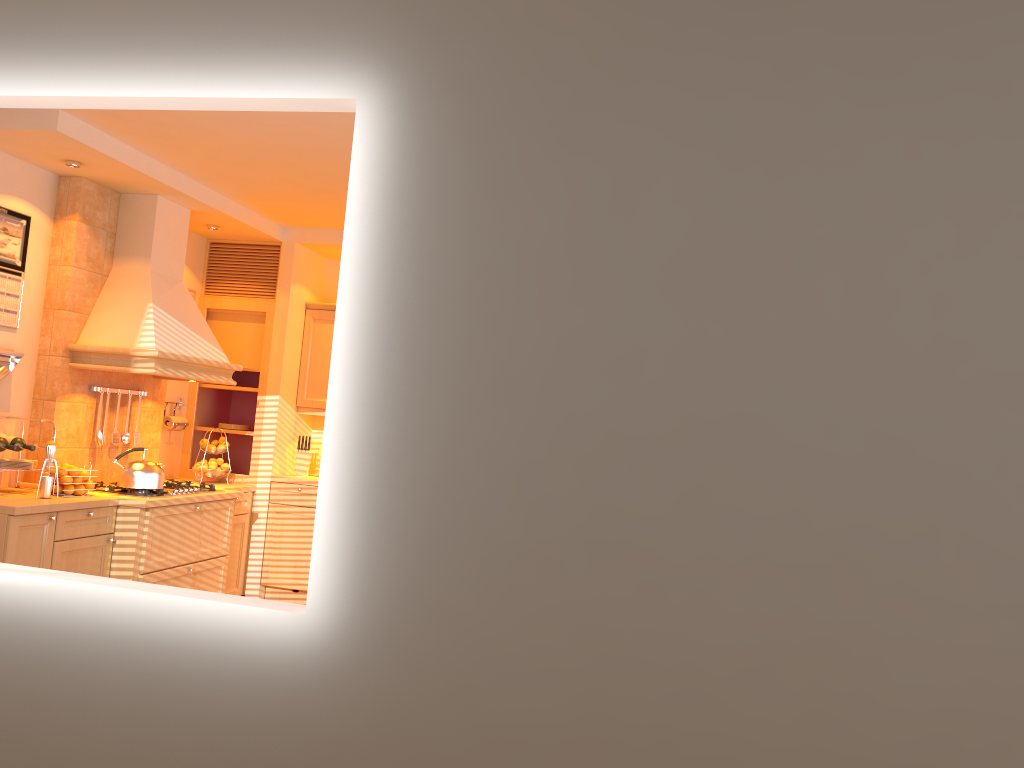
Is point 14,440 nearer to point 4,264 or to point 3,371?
point 3,371

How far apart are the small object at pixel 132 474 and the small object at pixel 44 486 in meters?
0.5

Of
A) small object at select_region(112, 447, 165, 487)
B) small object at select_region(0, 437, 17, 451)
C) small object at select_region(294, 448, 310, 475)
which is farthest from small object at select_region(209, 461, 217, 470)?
small object at select_region(0, 437, 17, 451)

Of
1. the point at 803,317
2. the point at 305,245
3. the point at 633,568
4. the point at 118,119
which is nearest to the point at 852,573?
the point at 633,568

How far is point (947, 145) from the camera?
2.0m

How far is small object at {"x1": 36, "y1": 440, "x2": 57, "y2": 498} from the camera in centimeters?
439cm

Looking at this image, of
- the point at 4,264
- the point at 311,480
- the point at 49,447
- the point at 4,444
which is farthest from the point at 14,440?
the point at 311,480

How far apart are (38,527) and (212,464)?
1.81m

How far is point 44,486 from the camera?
4.4m

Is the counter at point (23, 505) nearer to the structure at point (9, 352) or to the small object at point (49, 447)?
the small object at point (49, 447)
